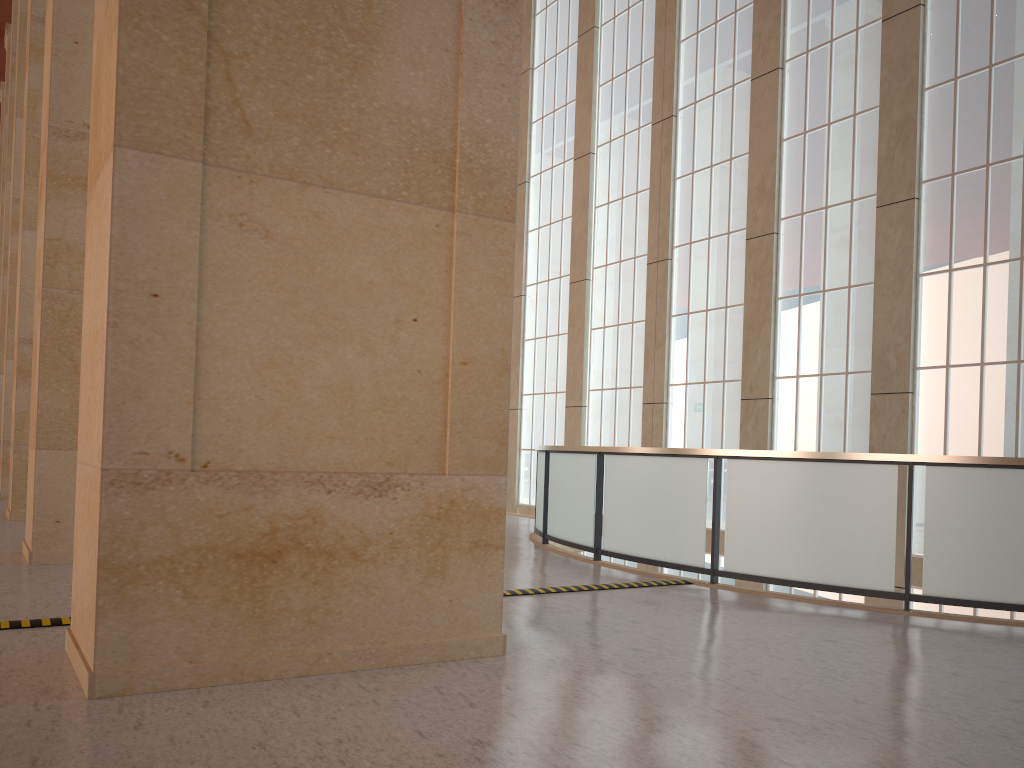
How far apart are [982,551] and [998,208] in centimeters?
786cm

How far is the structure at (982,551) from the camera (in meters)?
9.50

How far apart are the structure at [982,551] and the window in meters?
5.4

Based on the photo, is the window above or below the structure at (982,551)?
above

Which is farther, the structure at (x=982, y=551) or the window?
the window

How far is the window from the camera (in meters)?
14.90

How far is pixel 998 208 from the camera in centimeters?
1490cm

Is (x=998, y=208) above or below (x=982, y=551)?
above

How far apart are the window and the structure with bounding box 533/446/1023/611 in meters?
5.4
